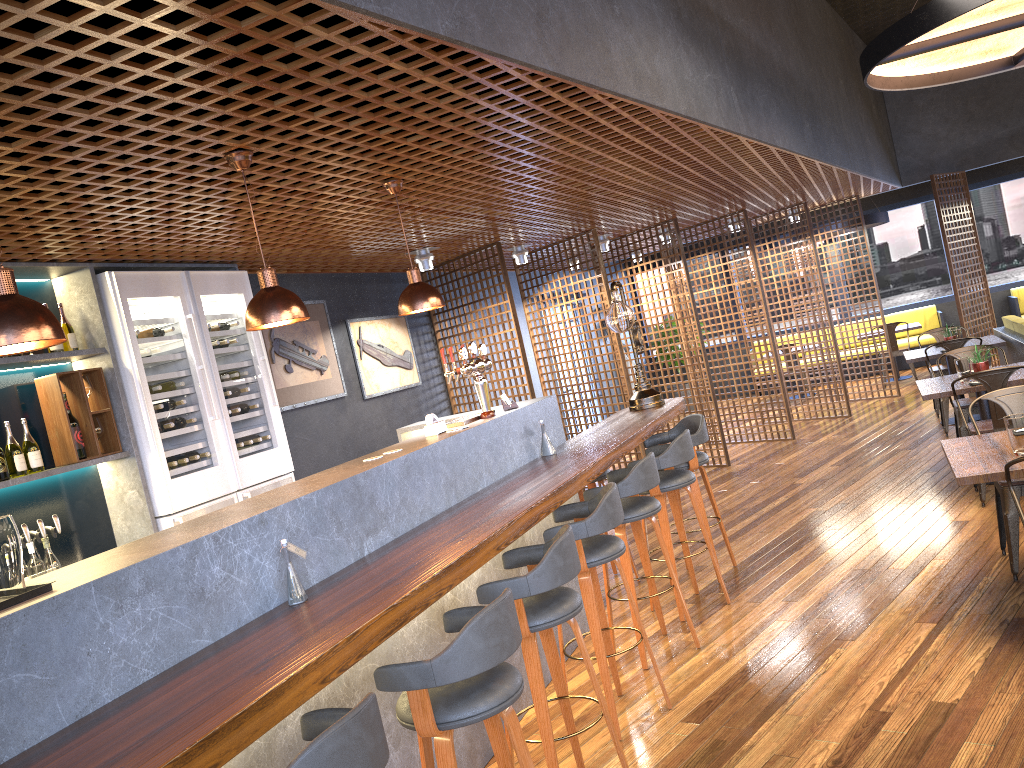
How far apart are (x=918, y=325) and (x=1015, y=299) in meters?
2.0

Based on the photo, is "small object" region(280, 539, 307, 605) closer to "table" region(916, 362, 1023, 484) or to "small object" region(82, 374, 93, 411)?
"small object" region(82, 374, 93, 411)

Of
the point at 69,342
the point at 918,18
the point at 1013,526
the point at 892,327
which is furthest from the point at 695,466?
the point at 892,327

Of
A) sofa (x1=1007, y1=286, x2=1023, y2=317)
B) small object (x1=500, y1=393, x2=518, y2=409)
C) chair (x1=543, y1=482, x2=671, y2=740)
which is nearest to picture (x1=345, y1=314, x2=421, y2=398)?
small object (x1=500, y1=393, x2=518, y2=409)

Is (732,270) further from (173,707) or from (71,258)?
(173,707)

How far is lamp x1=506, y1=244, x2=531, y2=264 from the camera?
8.7 meters

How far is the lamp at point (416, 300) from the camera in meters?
4.5 m

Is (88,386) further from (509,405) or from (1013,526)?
(1013,526)

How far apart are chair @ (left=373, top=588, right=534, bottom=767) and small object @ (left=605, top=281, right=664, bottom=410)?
3.6 meters

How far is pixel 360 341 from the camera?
7.6m
